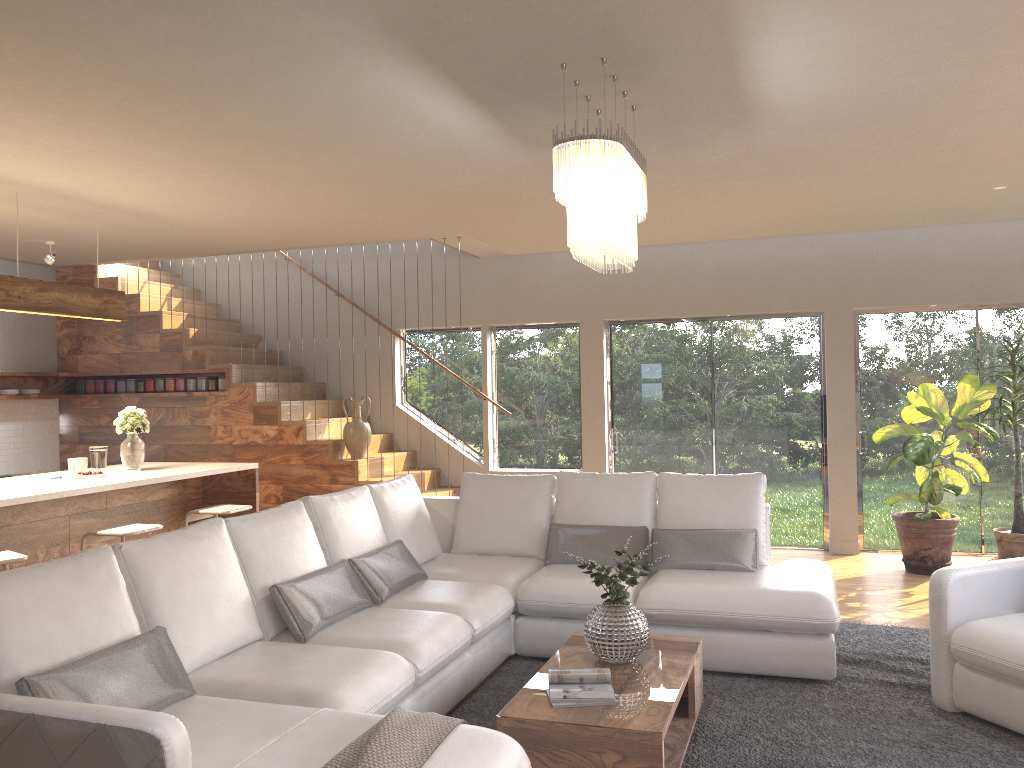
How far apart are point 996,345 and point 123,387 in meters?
8.0

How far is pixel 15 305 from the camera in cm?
532

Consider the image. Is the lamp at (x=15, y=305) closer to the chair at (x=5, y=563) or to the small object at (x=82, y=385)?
the chair at (x=5, y=563)

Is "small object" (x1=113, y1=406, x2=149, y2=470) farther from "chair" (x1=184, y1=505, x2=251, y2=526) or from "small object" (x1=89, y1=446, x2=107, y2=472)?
"chair" (x1=184, y1=505, x2=251, y2=526)

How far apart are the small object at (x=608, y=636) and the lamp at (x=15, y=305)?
3.83m

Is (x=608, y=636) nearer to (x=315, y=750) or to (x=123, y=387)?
(x=315, y=750)

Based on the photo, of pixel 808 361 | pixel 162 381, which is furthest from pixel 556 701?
pixel 162 381

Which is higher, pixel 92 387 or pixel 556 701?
pixel 92 387

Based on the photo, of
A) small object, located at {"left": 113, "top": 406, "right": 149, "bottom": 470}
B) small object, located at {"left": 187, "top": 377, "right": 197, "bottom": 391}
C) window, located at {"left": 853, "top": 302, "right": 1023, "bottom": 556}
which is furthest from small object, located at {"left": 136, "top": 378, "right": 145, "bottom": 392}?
window, located at {"left": 853, "top": 302, "right": 1023, "bottom": 556}

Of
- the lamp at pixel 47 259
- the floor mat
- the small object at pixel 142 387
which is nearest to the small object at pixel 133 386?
the small object at pixel 142 387
